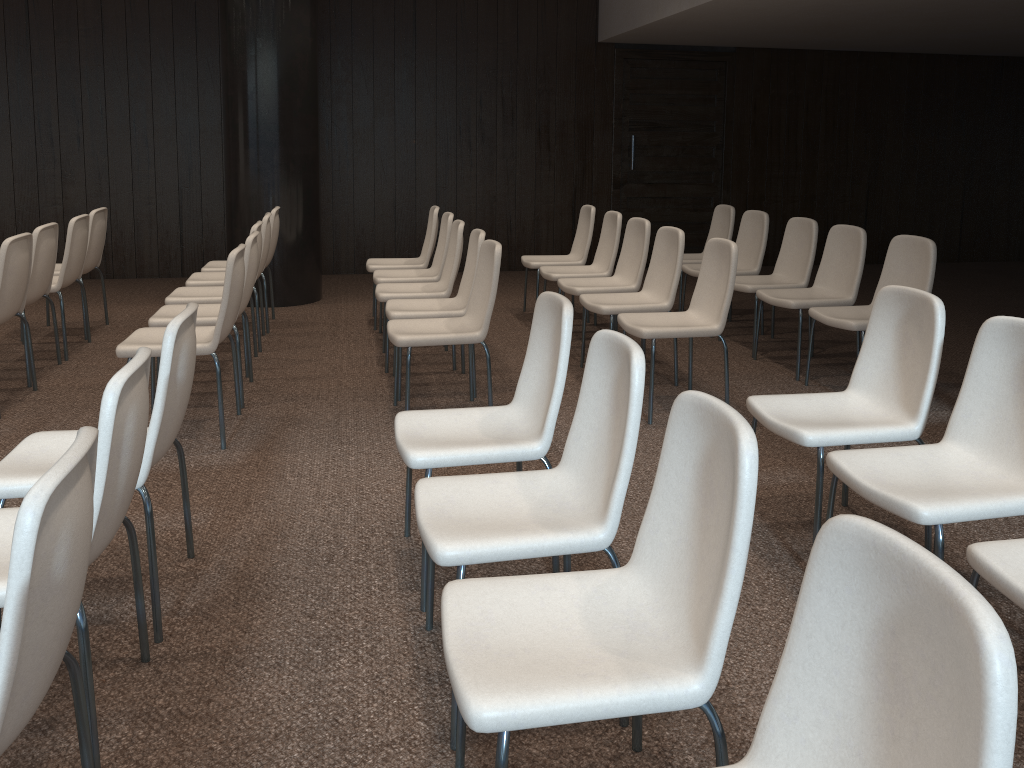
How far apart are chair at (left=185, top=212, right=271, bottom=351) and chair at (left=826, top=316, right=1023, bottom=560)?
4.1m

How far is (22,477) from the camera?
2.4m

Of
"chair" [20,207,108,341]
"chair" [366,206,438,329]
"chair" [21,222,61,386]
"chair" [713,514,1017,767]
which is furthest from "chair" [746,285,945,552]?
"chair" [20,207,108,341]

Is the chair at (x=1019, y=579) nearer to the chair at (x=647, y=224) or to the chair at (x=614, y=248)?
the chair at (x=647, y=224)

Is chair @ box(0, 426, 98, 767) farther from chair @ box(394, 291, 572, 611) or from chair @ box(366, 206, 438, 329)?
chair @ box(366, 206, 438, 329)

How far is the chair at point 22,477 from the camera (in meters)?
2.44

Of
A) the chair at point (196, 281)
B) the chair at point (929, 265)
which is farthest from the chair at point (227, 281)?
the chair at point (929, 265)

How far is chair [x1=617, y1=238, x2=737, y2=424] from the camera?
4.4m

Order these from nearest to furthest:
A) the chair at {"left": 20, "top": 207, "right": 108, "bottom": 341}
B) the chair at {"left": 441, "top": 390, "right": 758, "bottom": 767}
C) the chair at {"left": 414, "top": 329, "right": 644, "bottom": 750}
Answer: the chair at {"left": 441, "top": 390, "right": 758, "bottom": 767}
the chair at {"left": 414, "top": 329, "right": 644, "bottom": 750}
the chair at {"left": 20, "top": 207, "right": 108, "bottom": 341}

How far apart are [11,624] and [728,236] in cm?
631
